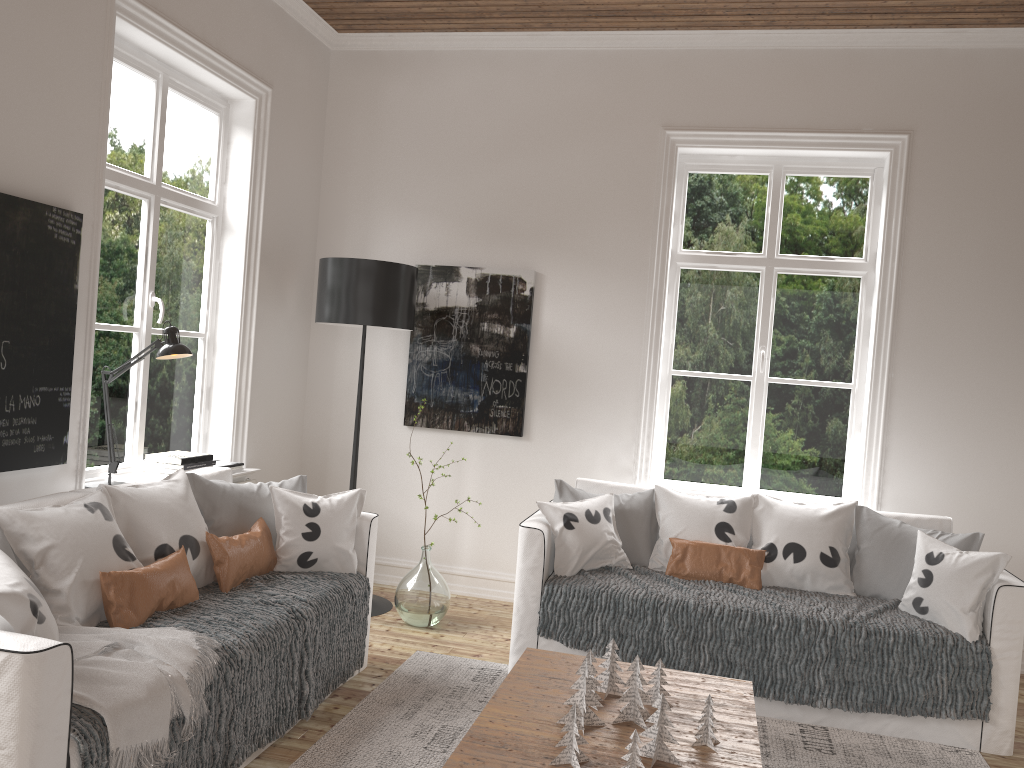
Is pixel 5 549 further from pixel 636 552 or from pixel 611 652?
pixel 636 552

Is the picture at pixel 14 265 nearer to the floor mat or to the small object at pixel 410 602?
the floor mat

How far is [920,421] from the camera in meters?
4.4

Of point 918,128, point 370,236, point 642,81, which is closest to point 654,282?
point 642,81

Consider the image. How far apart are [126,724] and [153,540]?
0.93m

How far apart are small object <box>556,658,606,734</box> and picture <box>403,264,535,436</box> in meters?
2.4

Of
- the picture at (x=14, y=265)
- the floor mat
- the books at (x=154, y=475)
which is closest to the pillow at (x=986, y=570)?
the floor mat

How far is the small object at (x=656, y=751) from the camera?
2.31m

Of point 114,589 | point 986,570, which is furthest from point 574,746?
point 986,570

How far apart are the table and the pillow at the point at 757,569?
0.8 meters
